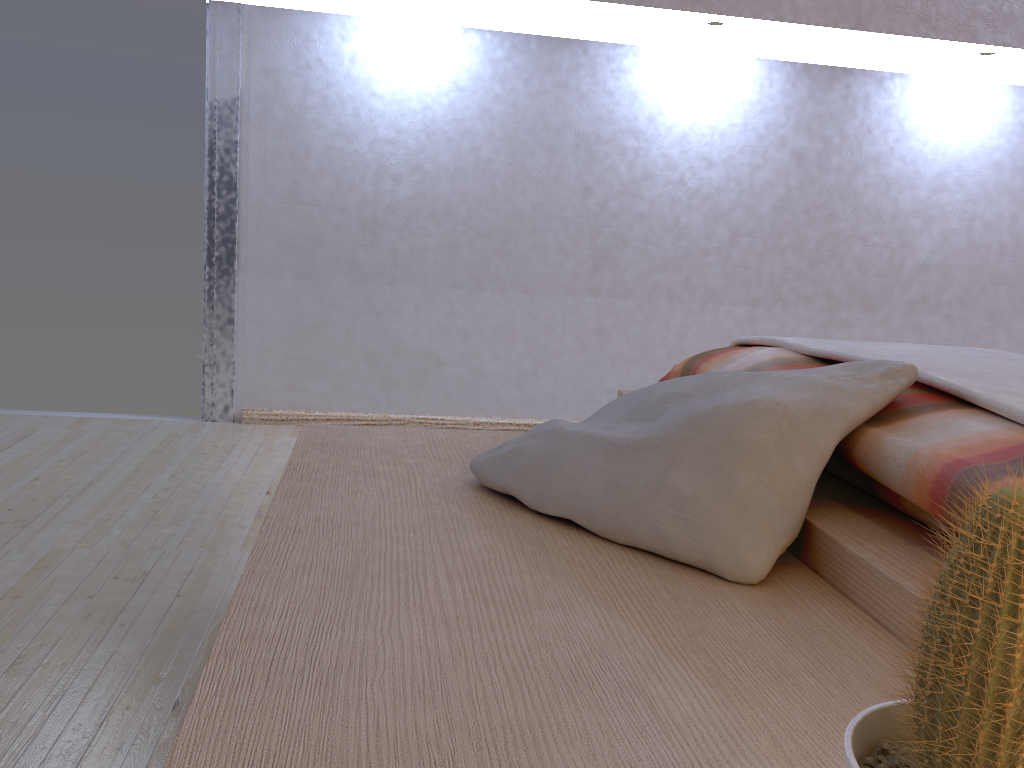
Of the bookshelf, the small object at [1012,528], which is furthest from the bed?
the small object at [1012,528]

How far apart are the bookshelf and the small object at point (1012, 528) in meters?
0.2 m

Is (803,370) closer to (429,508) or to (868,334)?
(429,508)

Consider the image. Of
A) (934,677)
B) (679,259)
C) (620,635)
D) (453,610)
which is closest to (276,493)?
(453,610)

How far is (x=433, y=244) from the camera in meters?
2.9 m

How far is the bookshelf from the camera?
0.6 meters

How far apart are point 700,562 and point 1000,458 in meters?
0.3 m

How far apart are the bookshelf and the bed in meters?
0.0 m

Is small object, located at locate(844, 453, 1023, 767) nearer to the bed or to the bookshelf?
the bookshelf

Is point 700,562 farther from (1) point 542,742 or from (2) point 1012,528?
(2) point 1012,528
